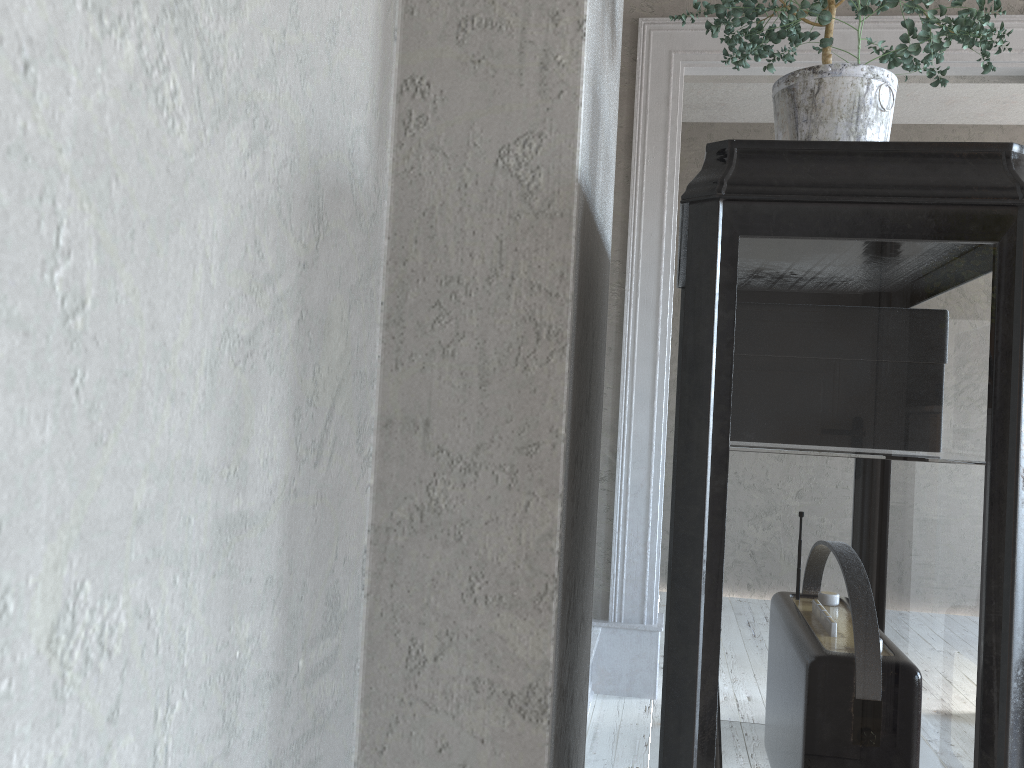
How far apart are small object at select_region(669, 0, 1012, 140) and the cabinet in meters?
0.2 m

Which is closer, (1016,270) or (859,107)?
(1016,270)

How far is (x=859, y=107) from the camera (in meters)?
0.97

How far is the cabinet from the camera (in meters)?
0.75

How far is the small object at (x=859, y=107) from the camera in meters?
1.0 m

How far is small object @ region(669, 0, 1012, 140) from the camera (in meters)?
0.97

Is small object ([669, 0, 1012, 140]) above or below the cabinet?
above

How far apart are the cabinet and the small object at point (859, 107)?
0.17m

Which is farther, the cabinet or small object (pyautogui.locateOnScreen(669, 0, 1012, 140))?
small object (pyautogui.locateOnScreen(669, 0, 1012, 140))

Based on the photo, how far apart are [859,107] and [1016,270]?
0.31m
